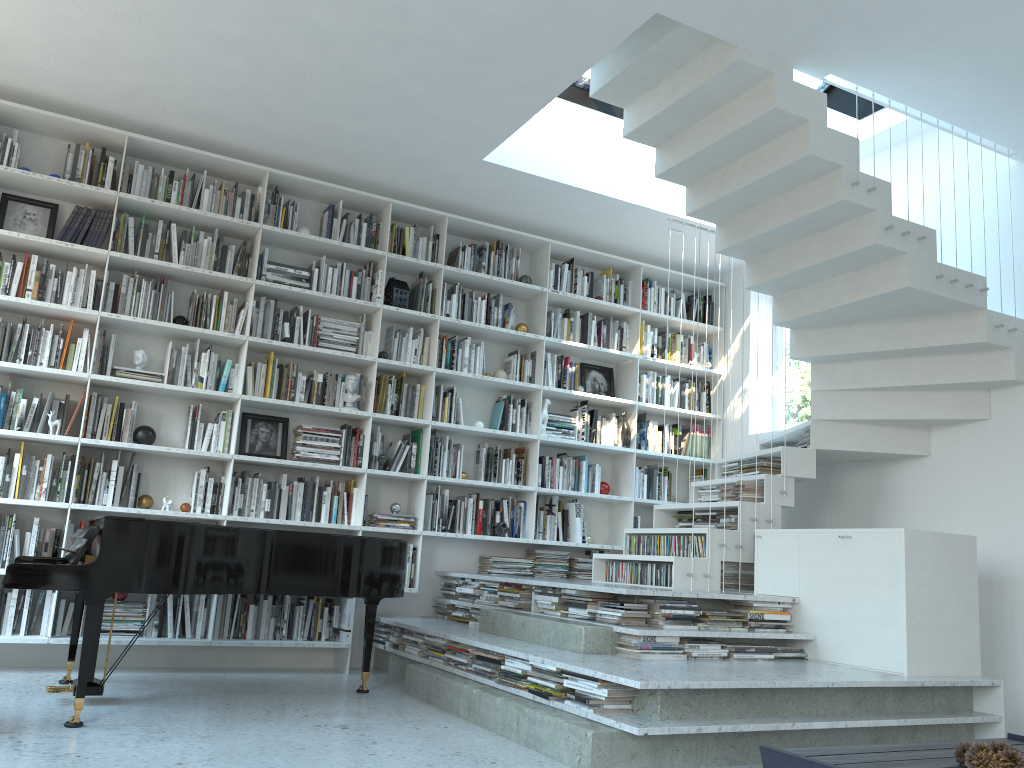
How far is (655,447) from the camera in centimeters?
695cm

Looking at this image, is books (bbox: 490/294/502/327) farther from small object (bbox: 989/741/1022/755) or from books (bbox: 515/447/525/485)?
small object (bbox: 989/741/1022/755)

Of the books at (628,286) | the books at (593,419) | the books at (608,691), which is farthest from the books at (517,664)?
the books at (628,286)

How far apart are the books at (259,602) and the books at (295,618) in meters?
0.2

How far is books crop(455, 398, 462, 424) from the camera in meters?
6.2

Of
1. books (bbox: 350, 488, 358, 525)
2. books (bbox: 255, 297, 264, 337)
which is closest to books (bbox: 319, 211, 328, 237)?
books (bbox: 255, 297, 264, 337)

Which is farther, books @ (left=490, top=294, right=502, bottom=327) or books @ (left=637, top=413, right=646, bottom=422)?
books @ (left=637, top=413, right=646, bottom=422)

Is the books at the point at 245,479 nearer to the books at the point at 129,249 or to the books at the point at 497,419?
the books at the point at 129,249

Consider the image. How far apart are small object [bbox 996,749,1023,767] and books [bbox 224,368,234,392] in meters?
4.5 m

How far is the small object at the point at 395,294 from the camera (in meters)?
6.06
